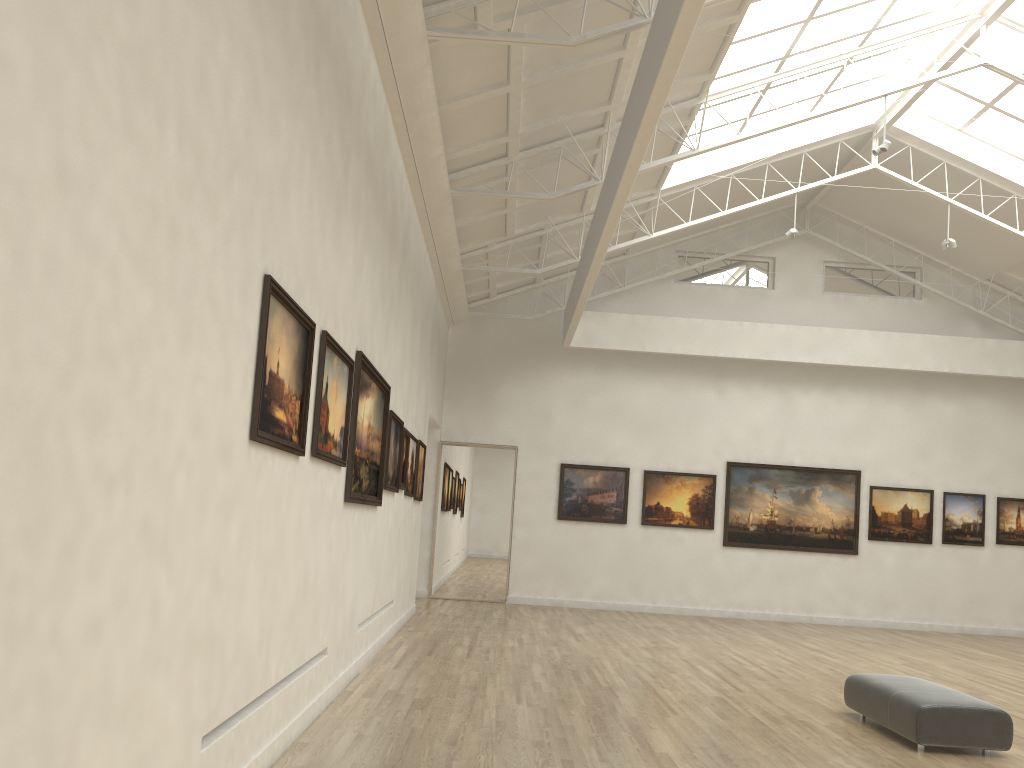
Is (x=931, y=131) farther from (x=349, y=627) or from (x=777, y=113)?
(x=349, y=627)
